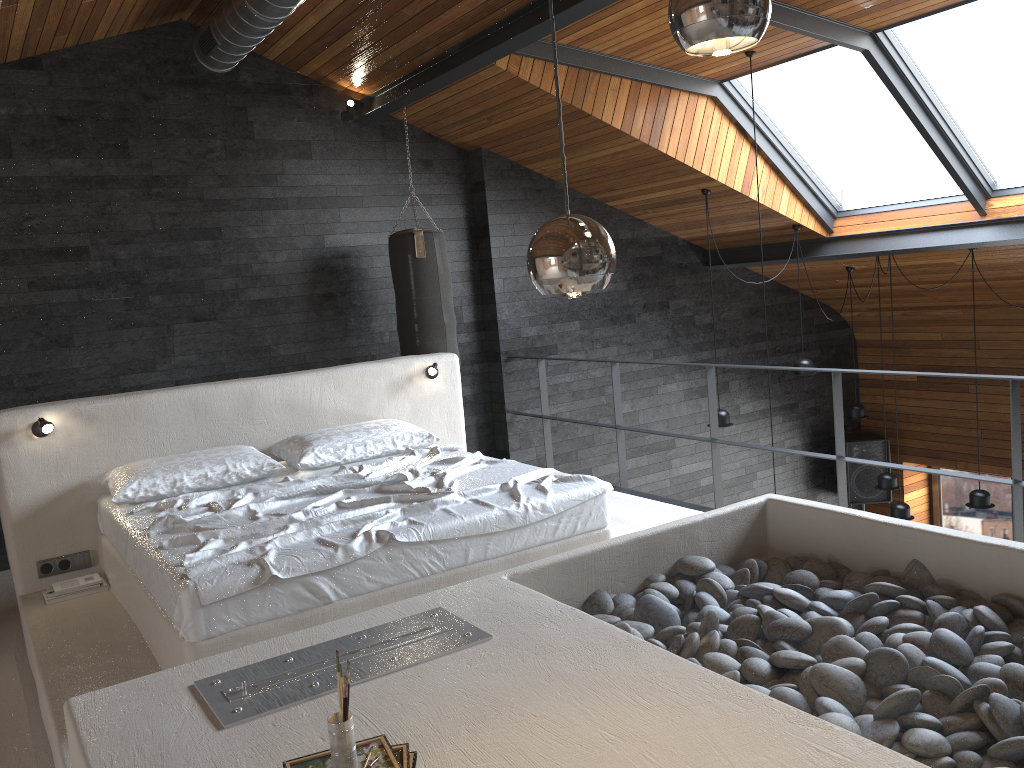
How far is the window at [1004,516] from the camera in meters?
9.2

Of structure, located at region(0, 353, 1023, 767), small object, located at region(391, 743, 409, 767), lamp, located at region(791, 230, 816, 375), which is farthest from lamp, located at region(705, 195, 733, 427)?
small object, located at region(391, 743, 409, 767)

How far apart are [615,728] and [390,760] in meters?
0.5 m

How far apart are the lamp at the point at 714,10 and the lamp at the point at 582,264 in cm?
29

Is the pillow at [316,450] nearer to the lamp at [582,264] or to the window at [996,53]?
the lamp at [582,264]

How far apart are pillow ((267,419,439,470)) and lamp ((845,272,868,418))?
4.8m

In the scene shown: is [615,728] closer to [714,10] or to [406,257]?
[714,10]

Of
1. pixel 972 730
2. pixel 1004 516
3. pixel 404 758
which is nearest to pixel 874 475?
pixel 1004 516

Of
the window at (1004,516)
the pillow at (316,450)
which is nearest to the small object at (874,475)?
the window at (1004,516)

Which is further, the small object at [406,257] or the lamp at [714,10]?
the small object at [406,257]
